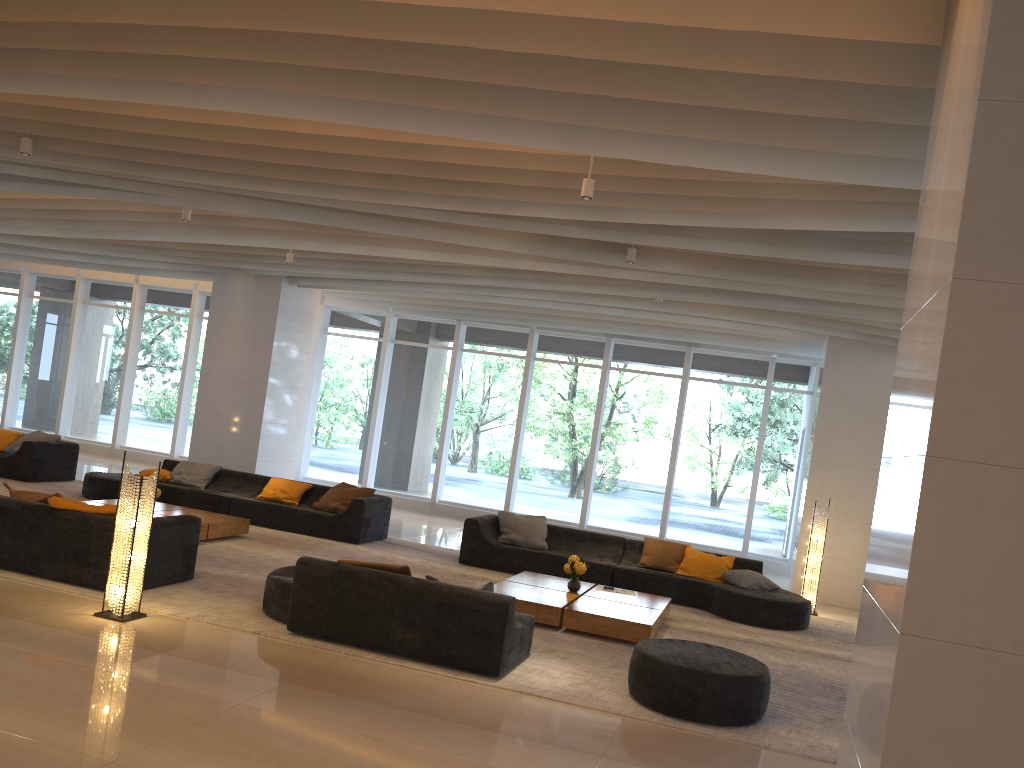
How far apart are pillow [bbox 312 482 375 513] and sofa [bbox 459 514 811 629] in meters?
1.7

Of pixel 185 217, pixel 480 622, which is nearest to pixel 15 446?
pixel 185 217

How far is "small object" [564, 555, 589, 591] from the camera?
8.7m

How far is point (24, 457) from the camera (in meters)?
12.36

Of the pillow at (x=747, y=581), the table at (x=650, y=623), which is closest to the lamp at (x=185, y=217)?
the table at (x=650, y=623)

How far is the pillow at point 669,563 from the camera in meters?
10.5

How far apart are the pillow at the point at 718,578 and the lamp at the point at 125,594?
6.08m

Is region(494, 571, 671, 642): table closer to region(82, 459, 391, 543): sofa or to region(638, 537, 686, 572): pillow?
region(638, 537, 686, 572): pillow

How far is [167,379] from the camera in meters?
17.6 m

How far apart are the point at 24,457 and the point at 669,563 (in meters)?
9.02
